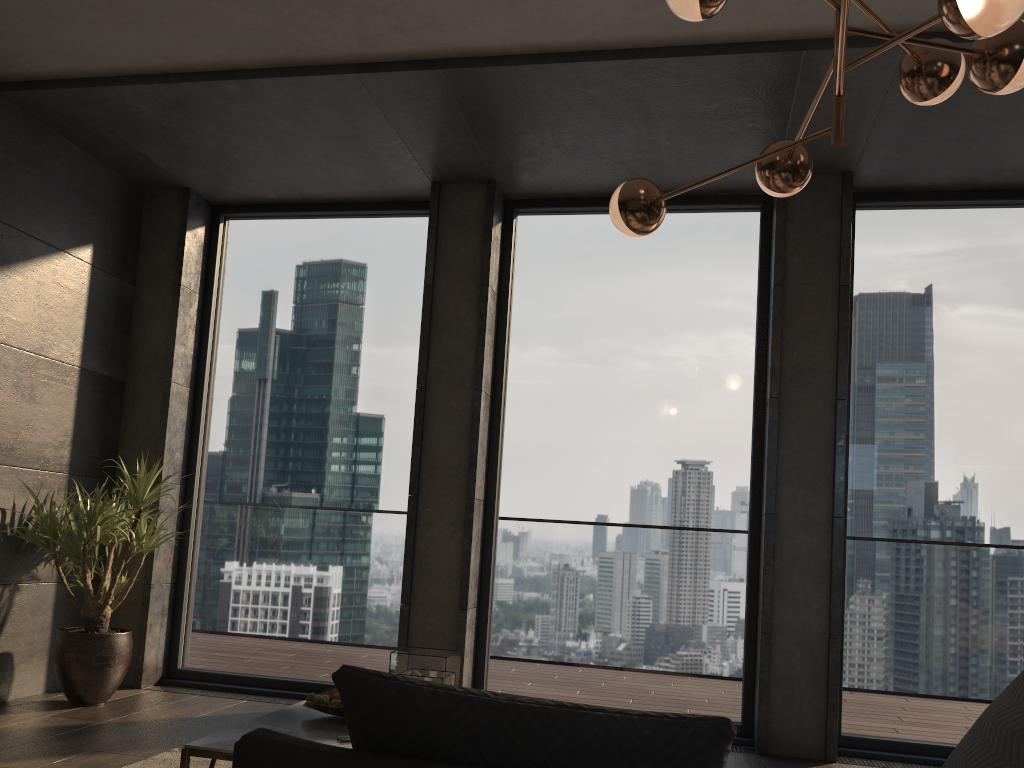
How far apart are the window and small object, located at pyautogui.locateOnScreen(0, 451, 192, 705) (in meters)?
0.51

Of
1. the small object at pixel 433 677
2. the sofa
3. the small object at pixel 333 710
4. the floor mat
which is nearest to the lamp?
the sofa

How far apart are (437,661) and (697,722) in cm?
192

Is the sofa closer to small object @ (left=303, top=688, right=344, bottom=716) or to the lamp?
the lamp

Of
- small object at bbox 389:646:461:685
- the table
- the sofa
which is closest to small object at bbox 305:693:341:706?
the table

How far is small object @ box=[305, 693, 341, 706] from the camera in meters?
3.0 m

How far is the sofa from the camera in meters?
1.1

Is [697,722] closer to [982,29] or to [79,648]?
[982,29]

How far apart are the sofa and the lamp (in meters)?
1.44

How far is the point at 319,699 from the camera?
2.98m
